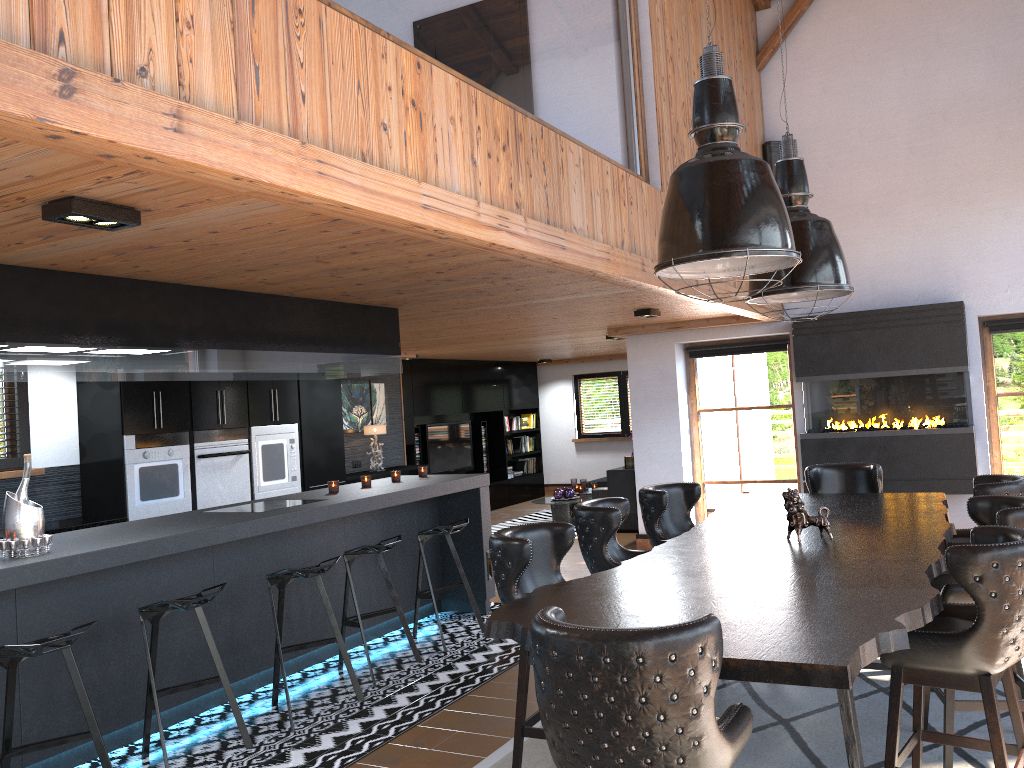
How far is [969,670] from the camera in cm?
292

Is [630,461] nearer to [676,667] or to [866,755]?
[866,755]

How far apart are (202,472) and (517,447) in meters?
8.2 m

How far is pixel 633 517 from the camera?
10.75m

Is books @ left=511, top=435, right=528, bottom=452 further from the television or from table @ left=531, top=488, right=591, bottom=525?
table @ left=531, top=488, right=591, bottom=525

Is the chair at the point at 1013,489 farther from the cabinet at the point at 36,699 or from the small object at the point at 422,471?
the small object at the point at 422,471

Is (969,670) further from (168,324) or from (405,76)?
(168,324)

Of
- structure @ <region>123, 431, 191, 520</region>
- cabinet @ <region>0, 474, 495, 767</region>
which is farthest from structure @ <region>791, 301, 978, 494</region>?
structure @ <region>123, 431, 191, 520</region>

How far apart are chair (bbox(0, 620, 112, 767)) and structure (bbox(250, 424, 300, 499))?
4.10m

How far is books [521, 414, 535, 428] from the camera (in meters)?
15.59
